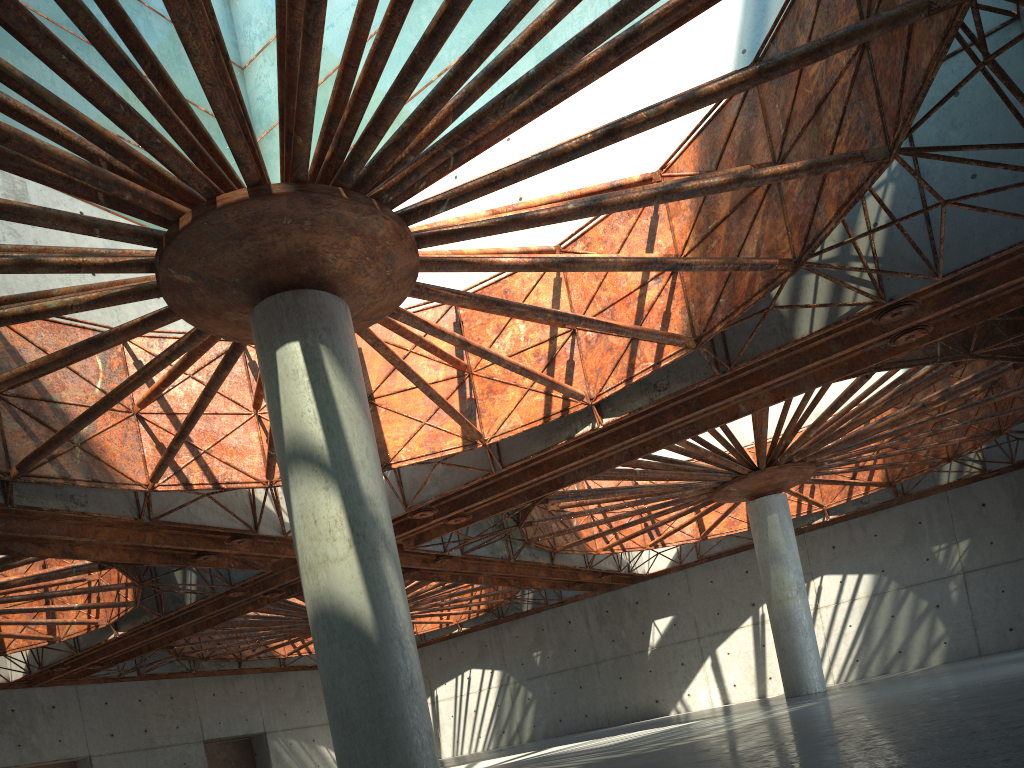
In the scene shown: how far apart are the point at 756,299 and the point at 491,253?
8.2m

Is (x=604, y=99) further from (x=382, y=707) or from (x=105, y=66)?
(x=382, y=707)
